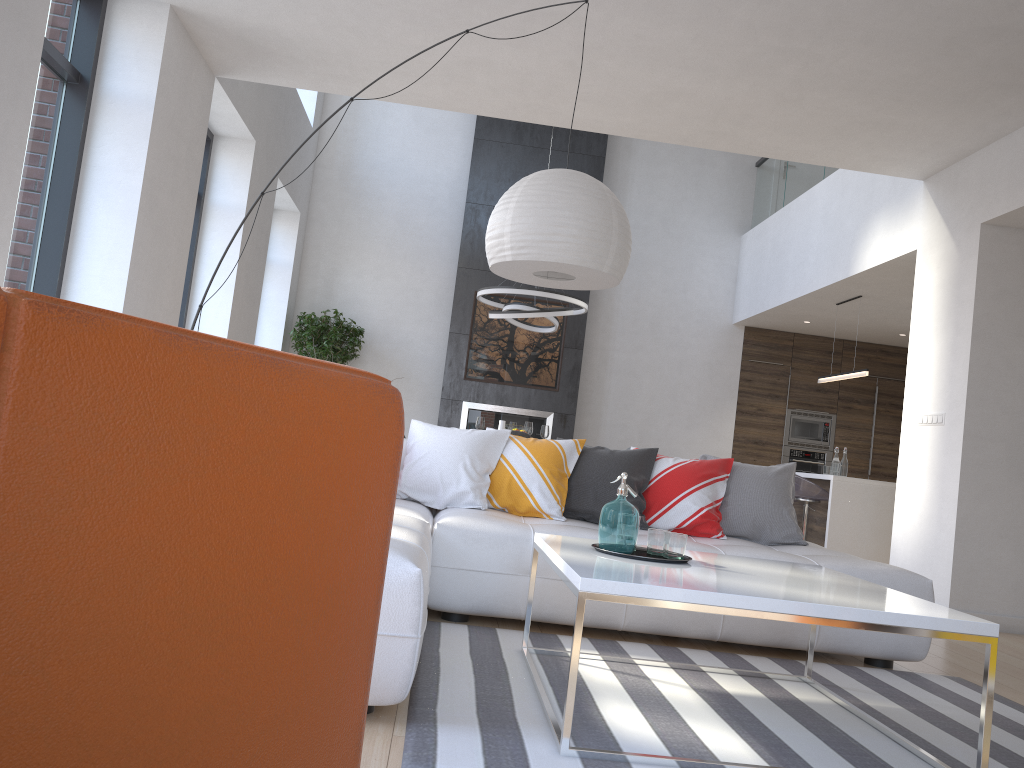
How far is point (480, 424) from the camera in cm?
774

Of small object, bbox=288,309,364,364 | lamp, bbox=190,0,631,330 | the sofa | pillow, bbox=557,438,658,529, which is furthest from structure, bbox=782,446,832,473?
lamp, bbox=190,0,631,330

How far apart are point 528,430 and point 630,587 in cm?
535

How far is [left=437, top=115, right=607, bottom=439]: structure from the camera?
9.74m

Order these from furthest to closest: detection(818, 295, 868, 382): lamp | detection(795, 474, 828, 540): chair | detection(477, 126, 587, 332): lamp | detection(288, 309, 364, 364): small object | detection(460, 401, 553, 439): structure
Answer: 1. detection(460, 401, 553, 439): structure
2. detection(288, 309, 364, 364): small object
3. detection(818, 295, 868, 382): lamp
4. detection(477, 126, 587, 332): lamp
5. detection(795, 474, 828, 540): chair

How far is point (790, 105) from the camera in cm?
535

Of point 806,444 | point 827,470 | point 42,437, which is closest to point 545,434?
point 827,470

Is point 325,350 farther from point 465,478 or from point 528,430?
point 465,478

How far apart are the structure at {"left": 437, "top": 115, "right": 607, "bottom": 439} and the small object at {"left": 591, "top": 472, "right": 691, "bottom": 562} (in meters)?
6.70

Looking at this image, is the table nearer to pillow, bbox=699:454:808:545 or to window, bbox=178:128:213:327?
pillow, bbox=699:454:808:545
